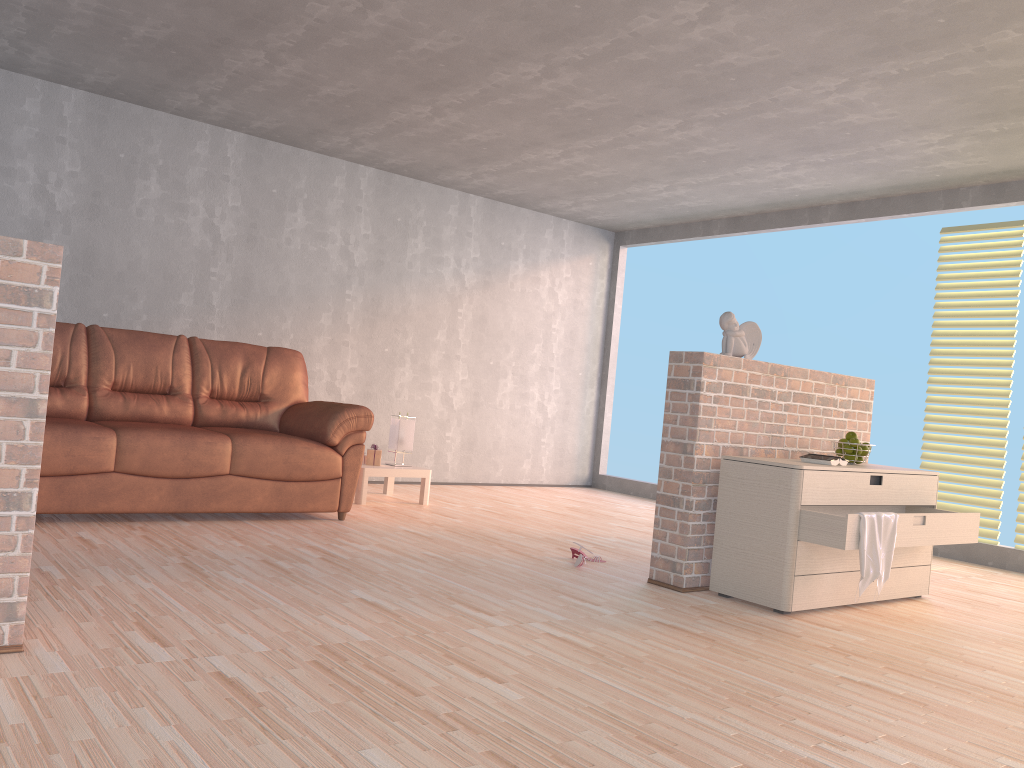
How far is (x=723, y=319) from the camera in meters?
4.1 m

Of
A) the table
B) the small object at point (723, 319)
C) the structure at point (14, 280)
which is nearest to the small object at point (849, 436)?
the small object at point (723, 319)

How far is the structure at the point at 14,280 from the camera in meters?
2.2 m

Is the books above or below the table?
above

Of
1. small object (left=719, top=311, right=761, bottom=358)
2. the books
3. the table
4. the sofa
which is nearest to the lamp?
the table

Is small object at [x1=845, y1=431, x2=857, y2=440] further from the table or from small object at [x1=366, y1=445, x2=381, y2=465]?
small object at [x1=366, y1=445, x2=381, y2=465]

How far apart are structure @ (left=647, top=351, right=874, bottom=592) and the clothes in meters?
0.7

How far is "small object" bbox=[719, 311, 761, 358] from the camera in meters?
4.1 m

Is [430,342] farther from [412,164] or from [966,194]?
[966,194]

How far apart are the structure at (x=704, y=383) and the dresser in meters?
0.1 m
